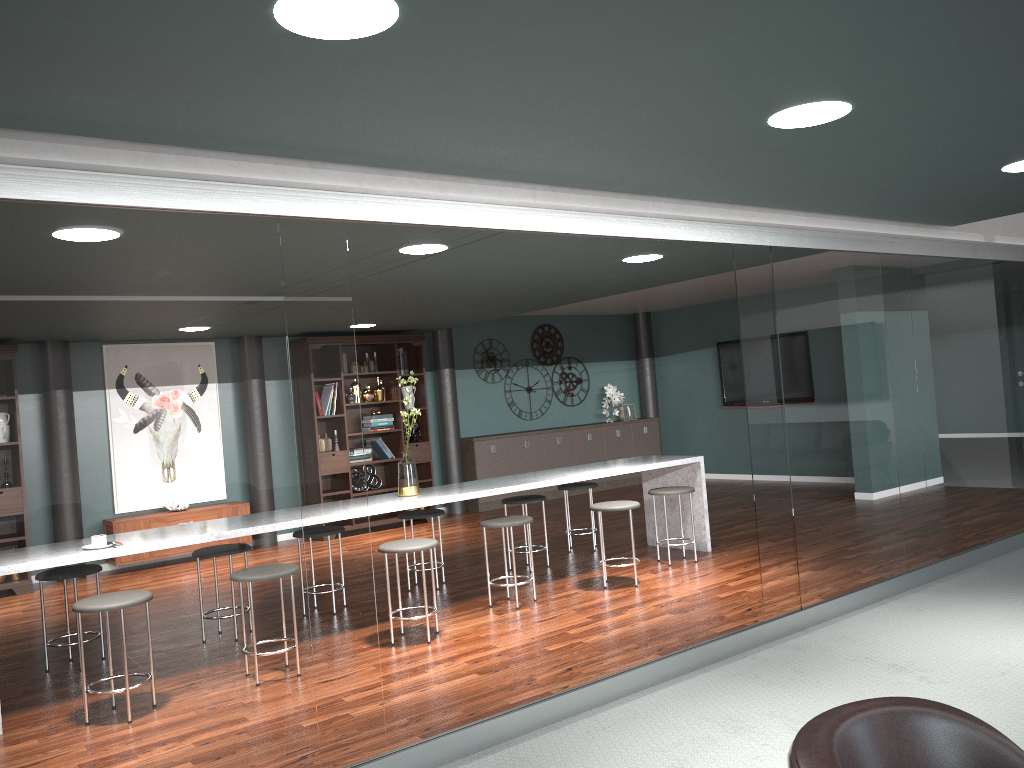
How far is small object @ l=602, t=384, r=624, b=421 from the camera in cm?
1123

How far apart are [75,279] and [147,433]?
0.5 meters

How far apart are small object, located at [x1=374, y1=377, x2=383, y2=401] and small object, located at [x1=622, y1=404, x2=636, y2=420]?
3.6 meters

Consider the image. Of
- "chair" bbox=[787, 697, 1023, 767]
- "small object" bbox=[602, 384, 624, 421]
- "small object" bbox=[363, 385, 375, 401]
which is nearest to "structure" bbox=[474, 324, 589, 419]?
"small object" bbox=[602, 384, 624, 421]

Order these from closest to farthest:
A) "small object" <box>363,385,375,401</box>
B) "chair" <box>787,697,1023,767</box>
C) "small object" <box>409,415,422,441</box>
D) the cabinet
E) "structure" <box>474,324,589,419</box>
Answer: "chair" <box>787,697,1023,767</box>, "small object" <box>363,385,375,401</box>, "small object" <box>409,415,422,441</box>, the cabinet, "structure" <box>474,324,589,419</box>

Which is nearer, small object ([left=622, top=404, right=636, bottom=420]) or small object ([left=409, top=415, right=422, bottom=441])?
small object ([left=409, top=415, right=422, bottom=441])

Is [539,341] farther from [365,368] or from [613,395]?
[365,368]

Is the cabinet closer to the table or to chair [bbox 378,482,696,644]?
chair [bbox 378,482,696,644]

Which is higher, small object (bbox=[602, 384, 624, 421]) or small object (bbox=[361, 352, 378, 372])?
small object (bbox=[361, 352, 378, 372])

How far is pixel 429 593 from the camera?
5.8m
